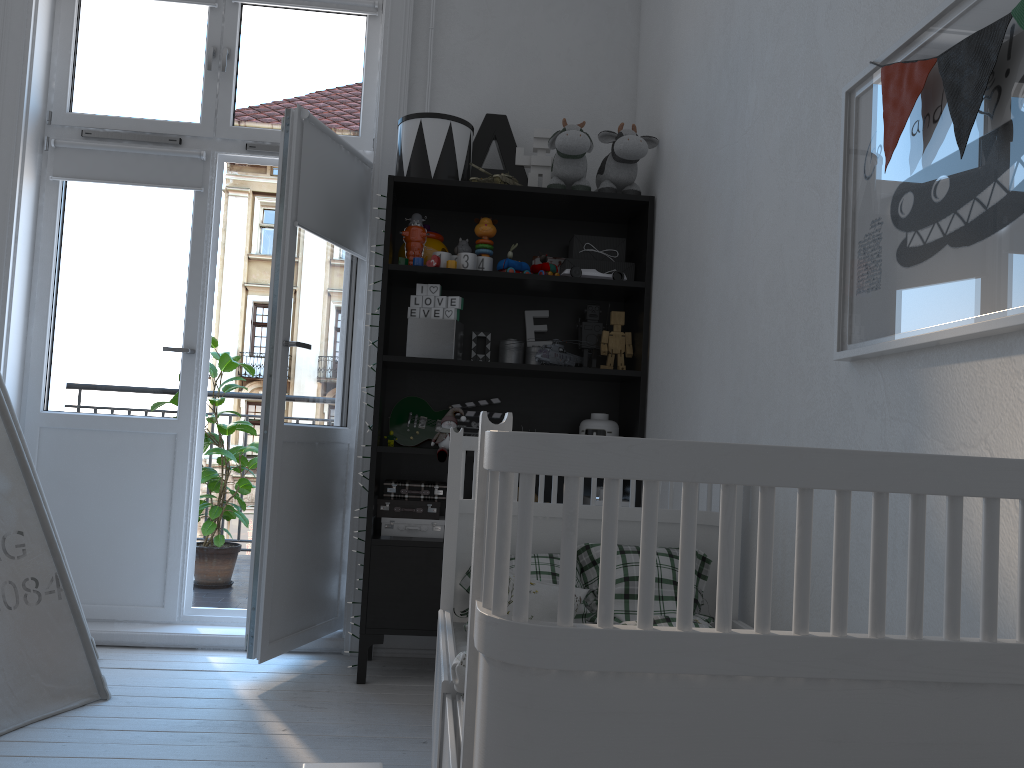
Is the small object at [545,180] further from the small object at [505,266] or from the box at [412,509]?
the box at [412,509]

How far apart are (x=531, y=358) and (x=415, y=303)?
0.48m

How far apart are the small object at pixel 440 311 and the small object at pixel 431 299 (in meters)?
0.03

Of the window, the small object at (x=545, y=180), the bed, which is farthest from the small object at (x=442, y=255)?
the bed

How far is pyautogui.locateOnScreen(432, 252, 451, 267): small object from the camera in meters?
3.0 m

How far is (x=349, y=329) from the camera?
3.36m

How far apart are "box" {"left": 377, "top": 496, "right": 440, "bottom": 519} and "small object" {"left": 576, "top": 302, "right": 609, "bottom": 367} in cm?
77

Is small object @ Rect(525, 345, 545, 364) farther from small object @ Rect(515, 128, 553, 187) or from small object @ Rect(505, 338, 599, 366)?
small object @ Rect(515, 128, 553, 187)

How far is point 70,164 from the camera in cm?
337

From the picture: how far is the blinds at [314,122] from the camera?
3.0m
